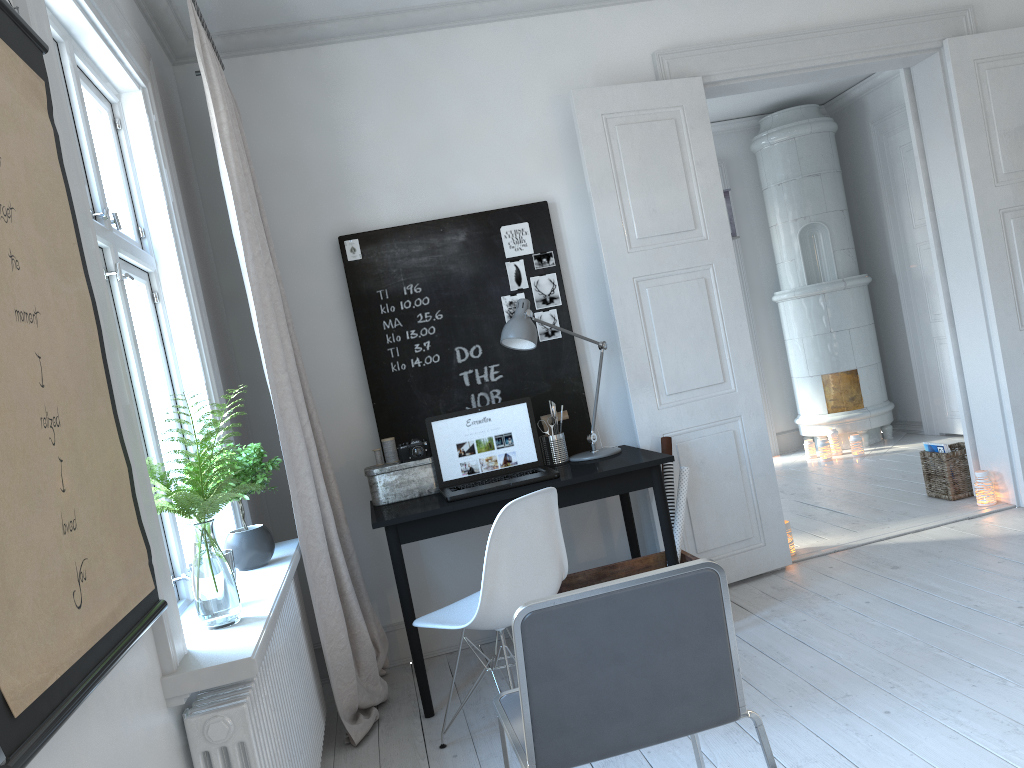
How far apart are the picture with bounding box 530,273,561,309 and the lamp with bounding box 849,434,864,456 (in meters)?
3.61

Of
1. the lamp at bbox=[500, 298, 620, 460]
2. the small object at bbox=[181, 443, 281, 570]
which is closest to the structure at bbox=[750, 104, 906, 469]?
the lamp at bbox=[500, 298, 620, 460]

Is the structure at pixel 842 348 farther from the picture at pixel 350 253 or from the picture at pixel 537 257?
the picture at pixel 350 253

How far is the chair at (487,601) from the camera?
2.70m

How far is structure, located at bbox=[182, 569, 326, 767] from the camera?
1.81m

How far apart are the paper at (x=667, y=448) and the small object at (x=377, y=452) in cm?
125

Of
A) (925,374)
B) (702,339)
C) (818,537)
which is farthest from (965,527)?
(925,374)

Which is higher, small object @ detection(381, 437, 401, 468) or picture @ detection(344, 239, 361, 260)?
picture @ detection(344, 239, 361, 260)

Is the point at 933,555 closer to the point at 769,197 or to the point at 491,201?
the point at 491,201

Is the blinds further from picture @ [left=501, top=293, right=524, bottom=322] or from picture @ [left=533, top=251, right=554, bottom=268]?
picture @ [left=533, top=251, right=554, bottom=268]
